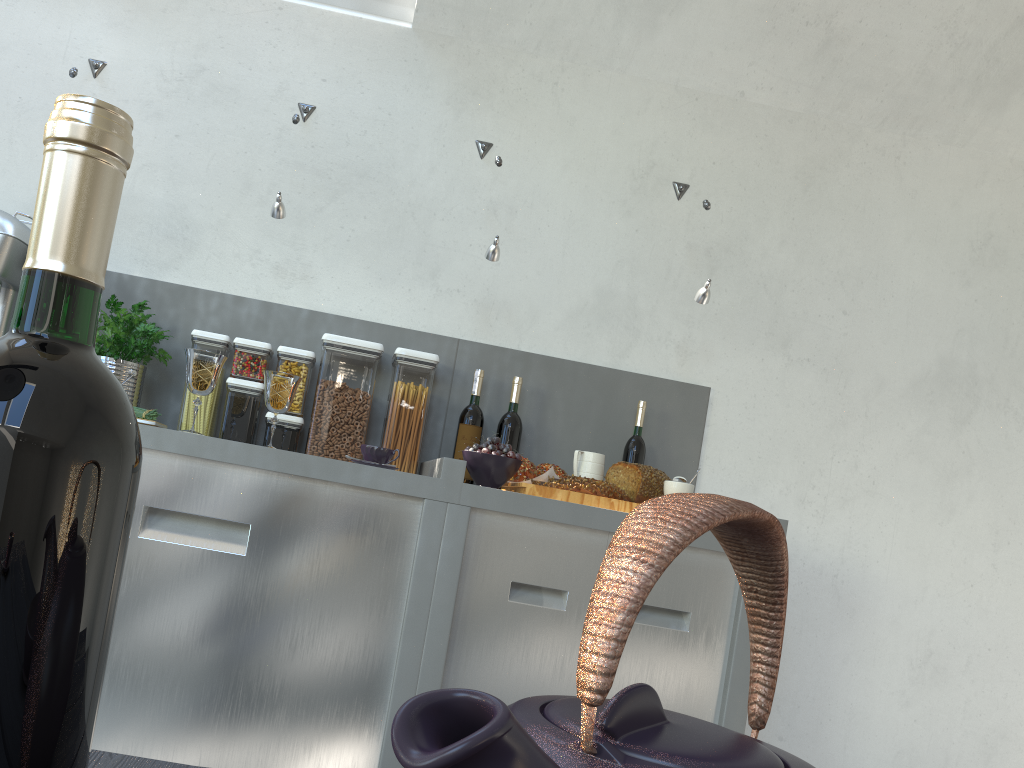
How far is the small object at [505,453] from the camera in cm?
203

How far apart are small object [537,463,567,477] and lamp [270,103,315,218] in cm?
92

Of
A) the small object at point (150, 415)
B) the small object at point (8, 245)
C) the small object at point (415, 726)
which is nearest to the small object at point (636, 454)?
the small object at point (150, 415)

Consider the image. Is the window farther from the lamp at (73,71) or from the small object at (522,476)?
the small object at (522,476)

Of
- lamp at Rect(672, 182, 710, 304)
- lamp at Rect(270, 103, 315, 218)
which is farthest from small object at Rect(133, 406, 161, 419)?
lamp at Rect(672, 182, 710, 304)

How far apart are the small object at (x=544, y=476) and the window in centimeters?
151cm

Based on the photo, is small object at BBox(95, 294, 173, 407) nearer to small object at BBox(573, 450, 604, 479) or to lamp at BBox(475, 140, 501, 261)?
lamp at BBox(475, 140, 501, 261)

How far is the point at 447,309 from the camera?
2.6 meters

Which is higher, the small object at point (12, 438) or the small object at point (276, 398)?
the small object at point (276, 398)

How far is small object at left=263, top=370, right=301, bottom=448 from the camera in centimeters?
209cm
